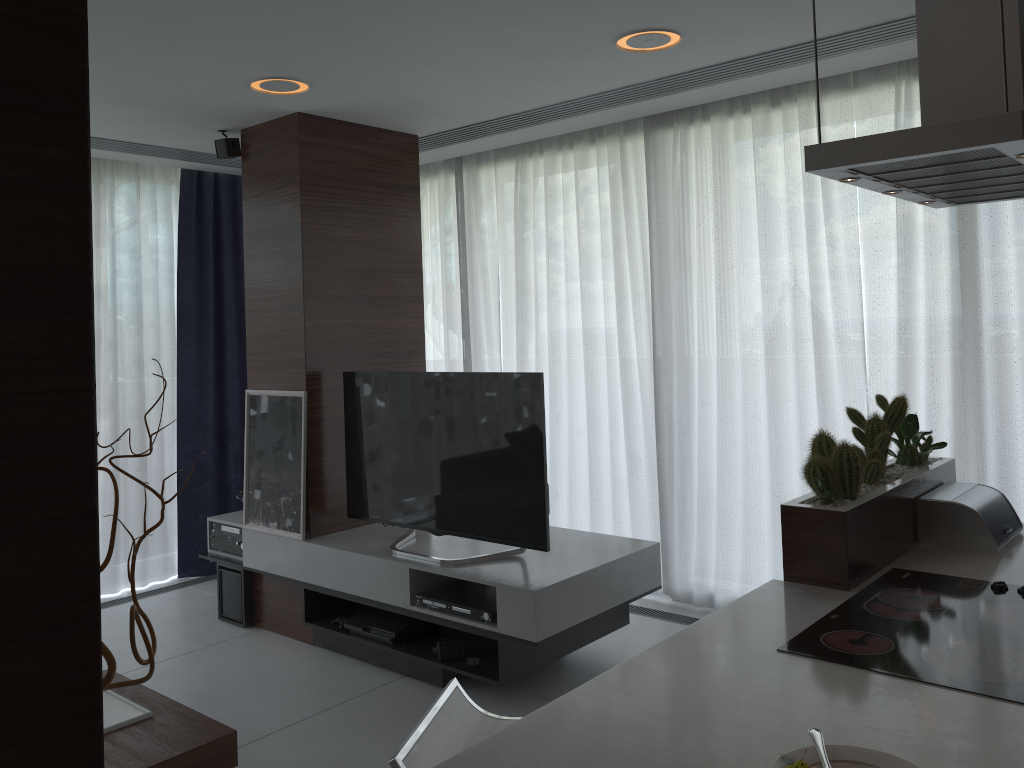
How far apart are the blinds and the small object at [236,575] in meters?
1.0

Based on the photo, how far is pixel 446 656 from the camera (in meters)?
3.69

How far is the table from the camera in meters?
2.5 m

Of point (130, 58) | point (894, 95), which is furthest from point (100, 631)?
point (894, 95)

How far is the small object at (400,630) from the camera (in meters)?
3.90

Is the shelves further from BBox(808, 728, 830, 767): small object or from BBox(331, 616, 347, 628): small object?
BBox(808, 728, 830, 767): small object

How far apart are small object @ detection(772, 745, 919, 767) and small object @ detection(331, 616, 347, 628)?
3.0 meters

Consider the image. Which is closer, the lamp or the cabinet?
the cabinet

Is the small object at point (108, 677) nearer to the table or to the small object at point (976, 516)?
the table

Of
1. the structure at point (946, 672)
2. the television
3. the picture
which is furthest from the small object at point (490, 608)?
the structure at point (946, 672)
